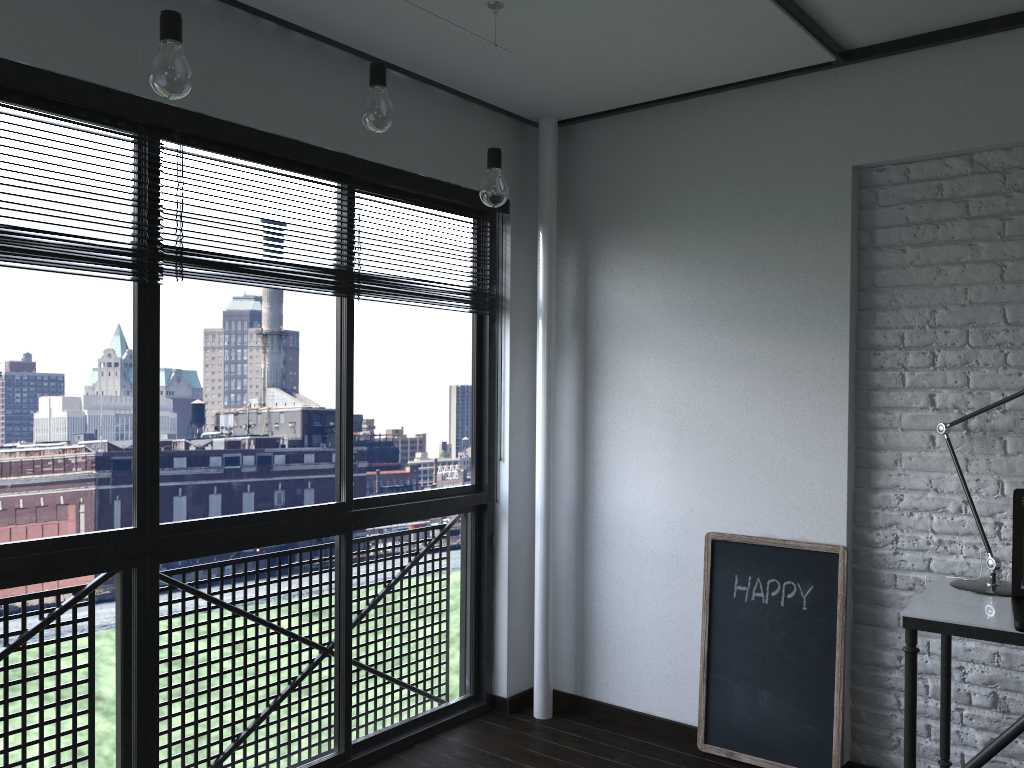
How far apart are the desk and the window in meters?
1.6 m

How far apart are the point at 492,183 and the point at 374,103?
0.5 meters

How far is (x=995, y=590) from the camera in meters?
2.5

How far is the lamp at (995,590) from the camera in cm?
247

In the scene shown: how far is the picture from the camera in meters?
2.9 m

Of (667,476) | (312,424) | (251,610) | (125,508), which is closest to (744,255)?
(667,476)

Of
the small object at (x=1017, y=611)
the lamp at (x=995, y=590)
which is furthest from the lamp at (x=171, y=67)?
the lamp at (x=995, y=590)

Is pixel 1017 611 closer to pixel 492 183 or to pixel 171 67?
pixel 492 183

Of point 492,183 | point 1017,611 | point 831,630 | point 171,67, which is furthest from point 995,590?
point 171,67

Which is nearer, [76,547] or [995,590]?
[76,547]
